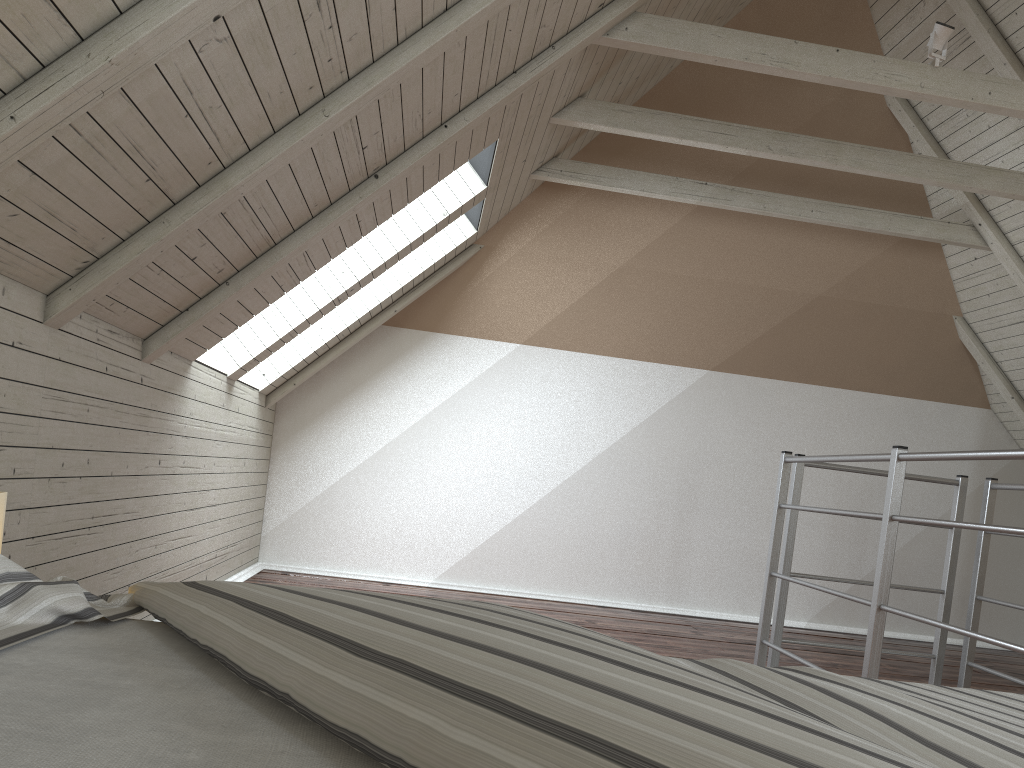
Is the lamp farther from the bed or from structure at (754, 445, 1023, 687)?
structure at (754, 445, 1023, 687)

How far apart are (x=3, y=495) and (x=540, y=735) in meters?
0.8

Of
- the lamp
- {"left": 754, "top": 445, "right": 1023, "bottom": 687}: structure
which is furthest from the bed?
{"left": 754, "top": 445, "right": 1023, "bottom": 687}: structure

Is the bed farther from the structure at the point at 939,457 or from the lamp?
the structure at the point at 939,457

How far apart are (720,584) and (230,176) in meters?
3.5 m

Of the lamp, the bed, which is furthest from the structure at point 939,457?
the lamp

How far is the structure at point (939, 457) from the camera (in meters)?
2.23

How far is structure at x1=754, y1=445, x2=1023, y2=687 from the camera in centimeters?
223cm

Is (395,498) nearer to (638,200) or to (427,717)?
(638,200)

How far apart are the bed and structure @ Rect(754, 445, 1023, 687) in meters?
1.2
